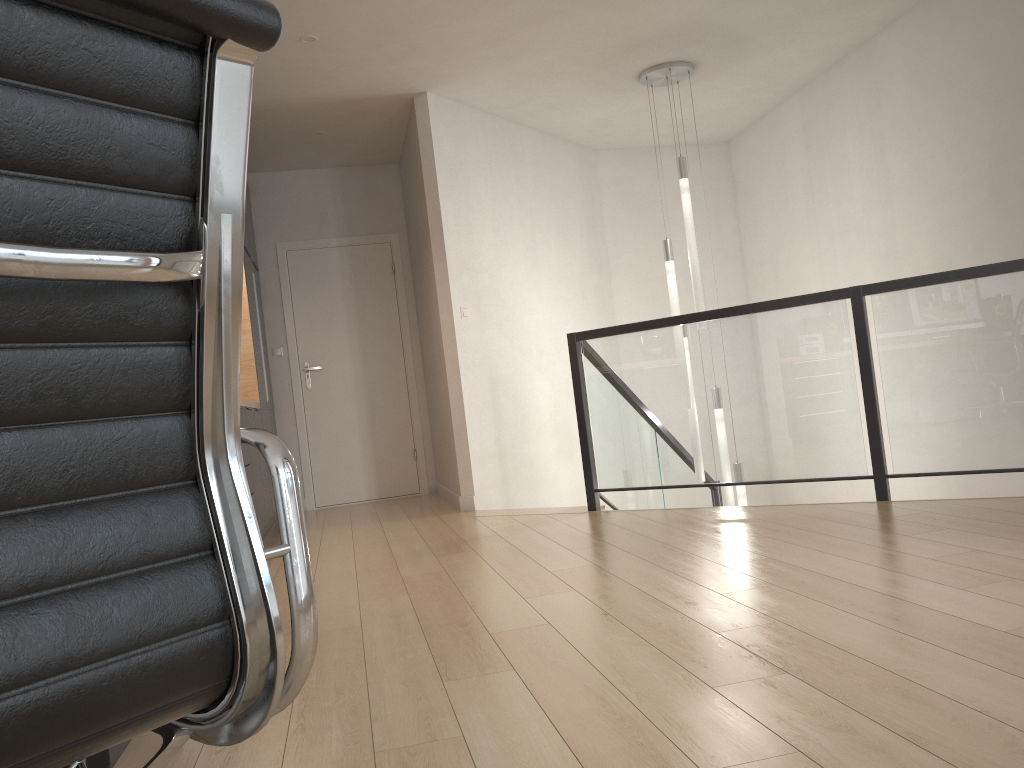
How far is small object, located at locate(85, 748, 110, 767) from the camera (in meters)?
1.69

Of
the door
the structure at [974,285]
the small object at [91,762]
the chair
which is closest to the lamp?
the structure at [974,285]

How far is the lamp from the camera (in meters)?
5.66

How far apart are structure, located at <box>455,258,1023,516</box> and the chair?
3.79m

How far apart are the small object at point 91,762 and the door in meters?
Answer: 5.2 m

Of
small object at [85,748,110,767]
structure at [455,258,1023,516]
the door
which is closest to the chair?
small object at [85,748,110,767]

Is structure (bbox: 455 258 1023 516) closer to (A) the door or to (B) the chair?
(A) the door

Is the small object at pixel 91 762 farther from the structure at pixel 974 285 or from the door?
the door

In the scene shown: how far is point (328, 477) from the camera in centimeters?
702cm

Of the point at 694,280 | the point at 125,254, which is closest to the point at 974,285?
the point at 694,280
